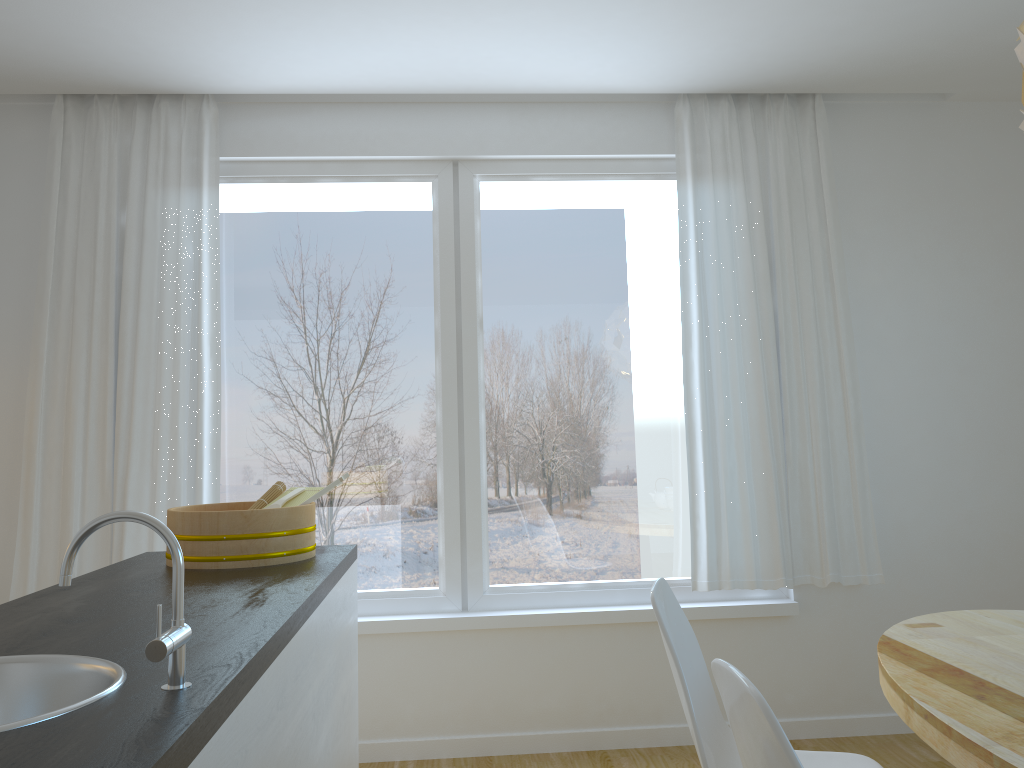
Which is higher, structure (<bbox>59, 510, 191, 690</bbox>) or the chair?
structure (<bbox>59, 510, 191, 690</bbox>)

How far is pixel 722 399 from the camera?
3.7 meters

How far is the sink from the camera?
1.2 meters

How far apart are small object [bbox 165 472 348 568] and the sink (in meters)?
0.90

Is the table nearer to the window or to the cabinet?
the cabinet

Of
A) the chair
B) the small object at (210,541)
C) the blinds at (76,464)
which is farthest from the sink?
the blinds at (76,464)

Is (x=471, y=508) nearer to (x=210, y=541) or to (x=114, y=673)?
(x=210, y=541)

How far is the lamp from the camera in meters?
1.7

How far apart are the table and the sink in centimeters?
132cm

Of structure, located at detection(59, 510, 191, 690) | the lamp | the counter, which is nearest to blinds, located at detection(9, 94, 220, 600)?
the counter
